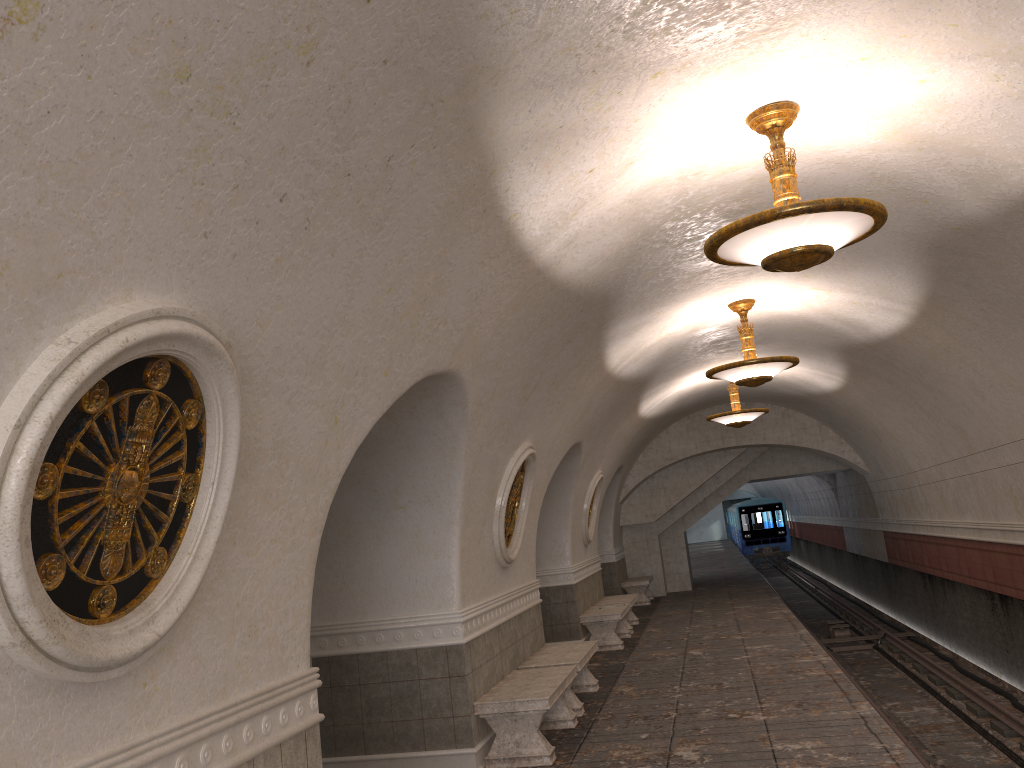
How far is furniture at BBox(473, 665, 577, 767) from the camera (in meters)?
6.87

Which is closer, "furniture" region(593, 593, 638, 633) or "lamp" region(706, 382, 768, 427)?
"lamp" region(706, 382, 768, 427)

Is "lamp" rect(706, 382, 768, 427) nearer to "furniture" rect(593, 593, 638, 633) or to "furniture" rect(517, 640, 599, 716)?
"furniture" rect(593, 593, 638, 633)

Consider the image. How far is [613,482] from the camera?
18.2m

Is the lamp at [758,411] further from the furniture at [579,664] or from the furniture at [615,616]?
the furniture at [579,664]

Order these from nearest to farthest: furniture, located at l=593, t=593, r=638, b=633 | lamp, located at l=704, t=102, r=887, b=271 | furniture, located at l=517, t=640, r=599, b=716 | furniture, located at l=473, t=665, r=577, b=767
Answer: lamp, located at l=704, t=102, r=887, b=271 → furniture, located at l=473, t=665, r=577, b=767 → furniture, located at l=517, t=640, r=599, b=716 → furniture, located at l=593, t=593, r=638, b=633

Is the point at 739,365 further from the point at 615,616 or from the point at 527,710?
the point at 615,616

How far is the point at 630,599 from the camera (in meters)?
14.62

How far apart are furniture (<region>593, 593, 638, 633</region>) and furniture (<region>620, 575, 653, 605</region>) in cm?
332

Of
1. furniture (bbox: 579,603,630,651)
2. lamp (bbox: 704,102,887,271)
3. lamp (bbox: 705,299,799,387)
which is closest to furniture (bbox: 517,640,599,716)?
furniture (bbox: 579,603,630,651)
